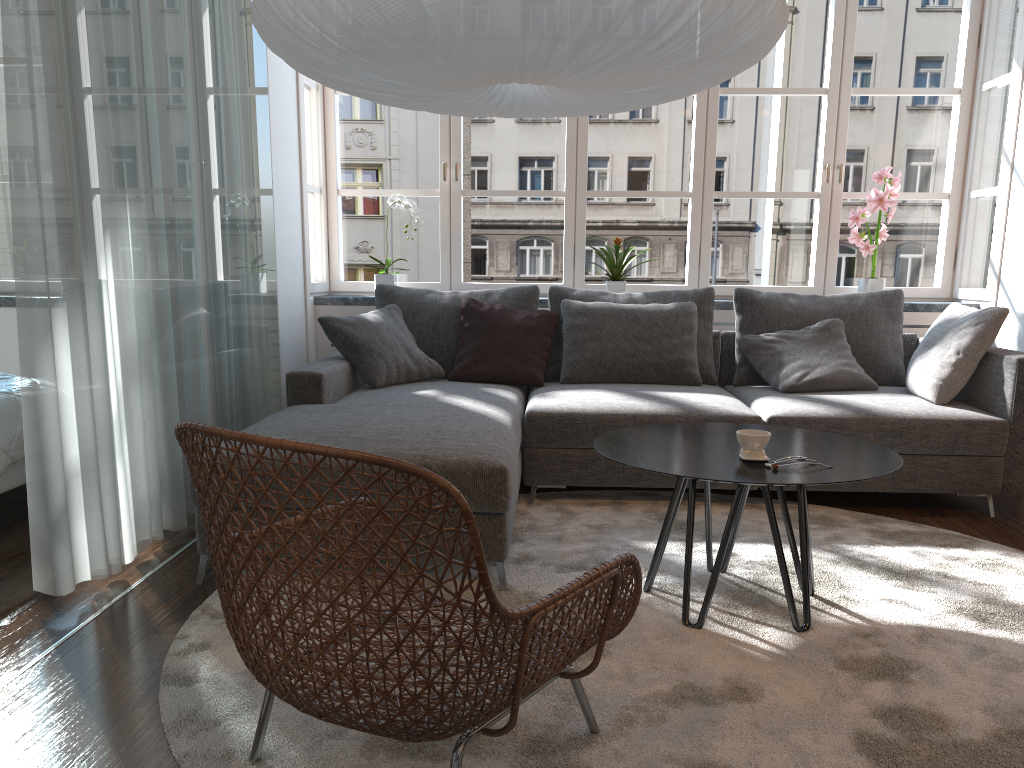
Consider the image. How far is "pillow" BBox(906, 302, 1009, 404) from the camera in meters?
3.6 m

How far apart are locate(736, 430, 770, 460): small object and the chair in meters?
0.7

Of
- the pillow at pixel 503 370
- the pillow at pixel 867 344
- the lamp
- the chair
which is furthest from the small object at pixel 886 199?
the chair

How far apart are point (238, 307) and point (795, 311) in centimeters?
259cm

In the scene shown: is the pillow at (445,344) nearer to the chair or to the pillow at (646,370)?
the pillow at (646,370)

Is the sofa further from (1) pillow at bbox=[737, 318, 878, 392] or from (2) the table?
(2) the table

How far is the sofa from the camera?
2.7m

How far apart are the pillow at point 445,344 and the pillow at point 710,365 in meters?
0.1

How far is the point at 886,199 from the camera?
4.6 meters

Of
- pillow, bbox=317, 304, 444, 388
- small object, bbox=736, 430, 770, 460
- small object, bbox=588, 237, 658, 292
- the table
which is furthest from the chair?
small object, bbox=588, 237, 658, 292
